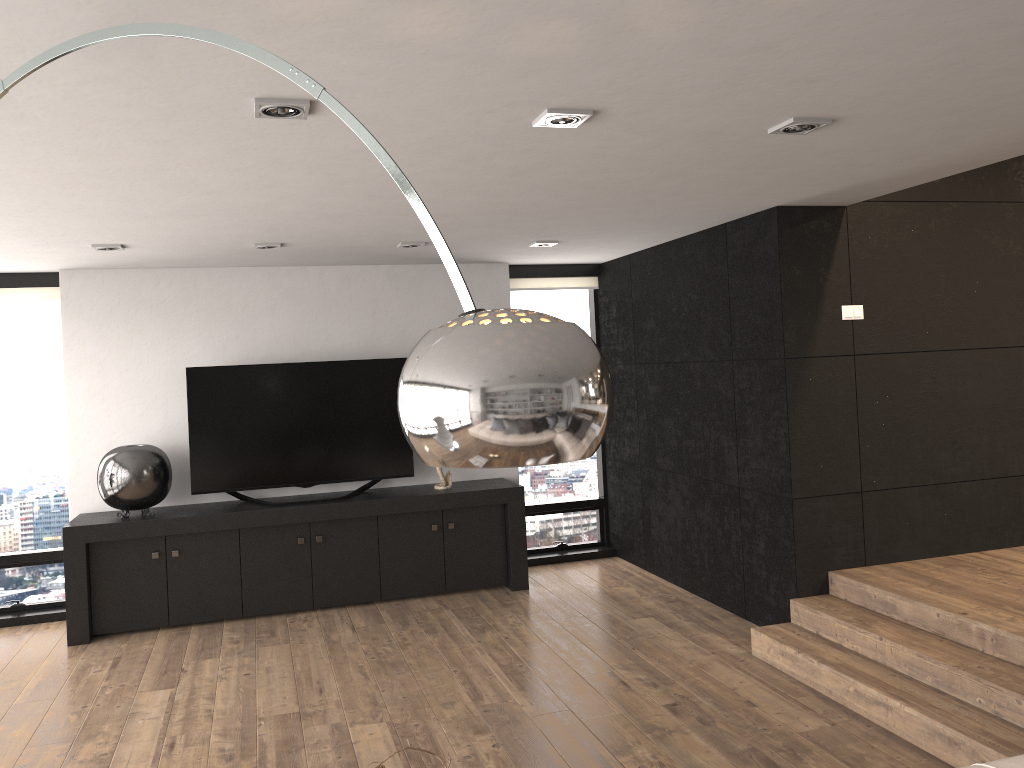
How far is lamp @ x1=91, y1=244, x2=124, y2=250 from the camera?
5.12m

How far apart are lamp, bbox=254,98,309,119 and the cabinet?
3.77m

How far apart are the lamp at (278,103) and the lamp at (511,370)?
0.78m

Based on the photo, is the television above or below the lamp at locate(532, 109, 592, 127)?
below

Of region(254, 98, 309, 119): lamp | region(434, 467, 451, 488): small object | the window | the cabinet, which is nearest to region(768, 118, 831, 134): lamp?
region(254, 98, 309, 119): lamp

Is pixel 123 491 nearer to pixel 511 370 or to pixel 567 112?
pixel 567 112

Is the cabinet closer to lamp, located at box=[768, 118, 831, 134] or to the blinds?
the blinds

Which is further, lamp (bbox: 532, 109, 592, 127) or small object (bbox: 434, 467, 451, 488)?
small object (bbox: 434, 467, 451, 488)

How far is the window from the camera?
6.34m

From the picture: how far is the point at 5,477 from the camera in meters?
6.3
